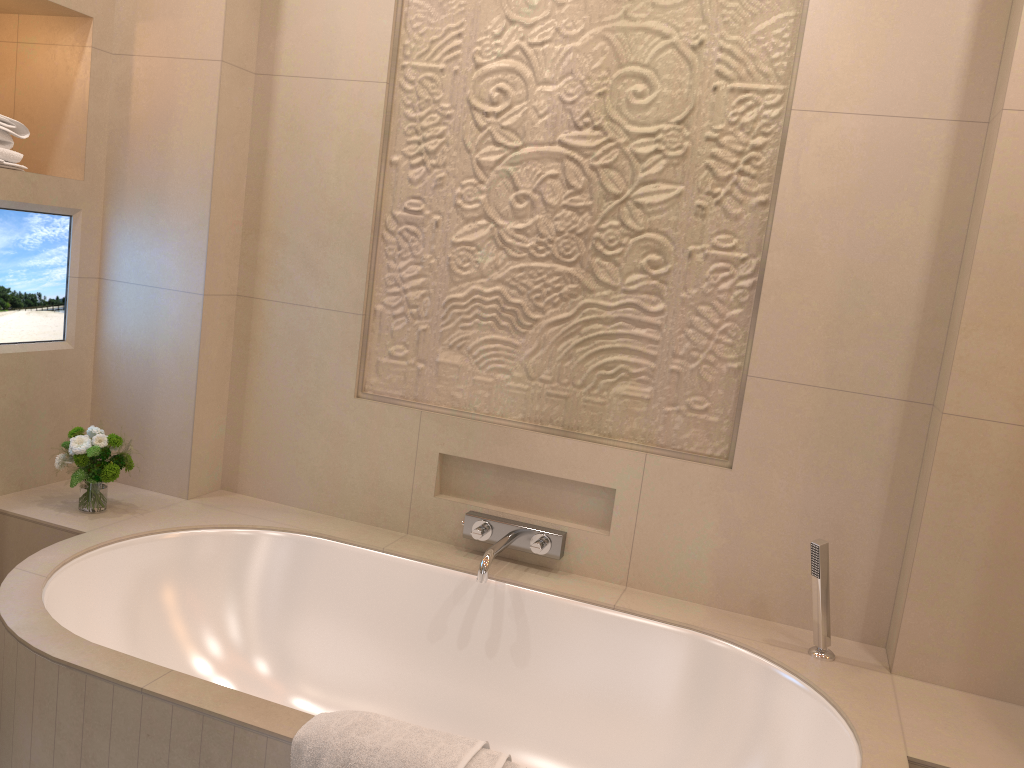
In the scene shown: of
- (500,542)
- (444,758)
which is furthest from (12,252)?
(444,758)

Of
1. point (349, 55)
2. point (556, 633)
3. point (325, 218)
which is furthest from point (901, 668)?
point (349, 55)

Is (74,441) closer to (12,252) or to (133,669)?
(12,252)

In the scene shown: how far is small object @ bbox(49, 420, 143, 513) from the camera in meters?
2.3 m

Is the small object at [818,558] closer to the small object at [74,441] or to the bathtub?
the bathtub

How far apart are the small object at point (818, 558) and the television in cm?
A: 211

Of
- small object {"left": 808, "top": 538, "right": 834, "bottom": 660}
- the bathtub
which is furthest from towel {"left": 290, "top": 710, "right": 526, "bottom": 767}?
small object {"left": 808, "top": 538, "right": 834, "bottom": 660}

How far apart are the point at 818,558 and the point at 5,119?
2.27m

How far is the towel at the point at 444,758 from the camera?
1.4 meters

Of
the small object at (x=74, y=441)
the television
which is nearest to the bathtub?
the small object at (x=74, y=441)
